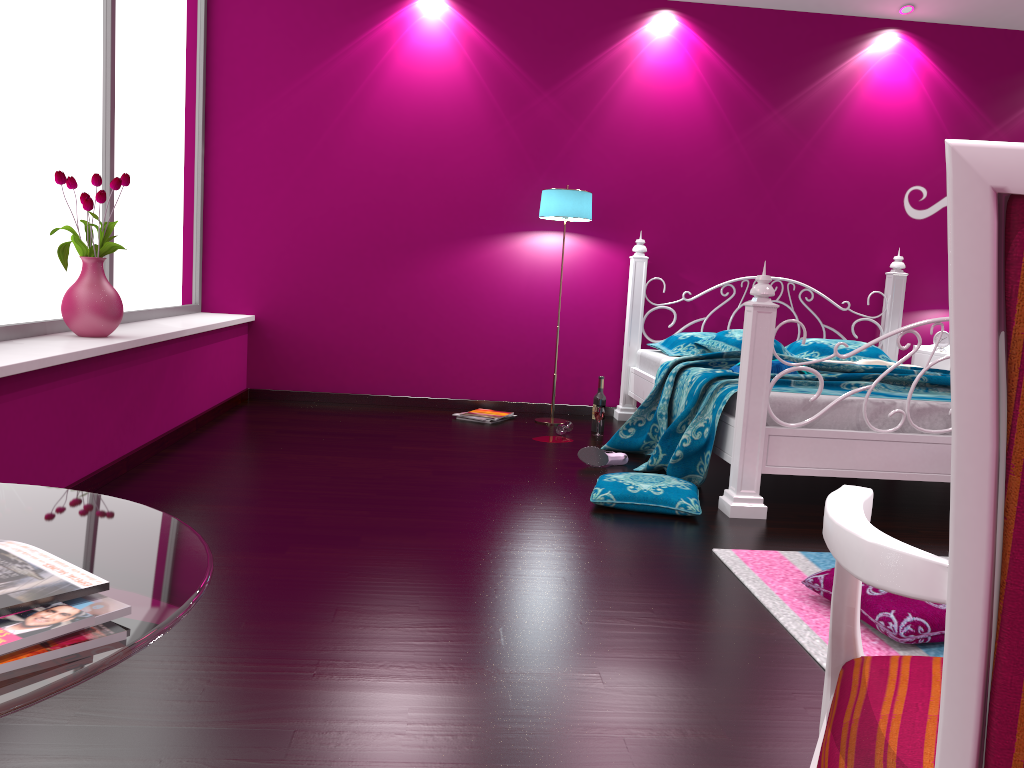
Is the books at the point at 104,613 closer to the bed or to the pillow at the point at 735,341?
the bed

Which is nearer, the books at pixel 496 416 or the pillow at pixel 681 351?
the pillow at pixel 681 351

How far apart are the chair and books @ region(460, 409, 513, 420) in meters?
4.1

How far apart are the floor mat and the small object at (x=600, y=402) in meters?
2.2

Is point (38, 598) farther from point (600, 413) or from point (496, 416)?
point (496, 416)

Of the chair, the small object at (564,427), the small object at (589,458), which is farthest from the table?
the small object at (564,427)

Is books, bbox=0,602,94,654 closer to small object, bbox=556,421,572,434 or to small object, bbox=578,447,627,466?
small object, bbox=578,447,627,466

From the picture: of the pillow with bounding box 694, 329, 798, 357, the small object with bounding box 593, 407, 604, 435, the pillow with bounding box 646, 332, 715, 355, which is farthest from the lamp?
the pillow with bounding box 694, 329, 798, 357

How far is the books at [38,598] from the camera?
0.7m

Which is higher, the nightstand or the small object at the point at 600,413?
the nightstand
